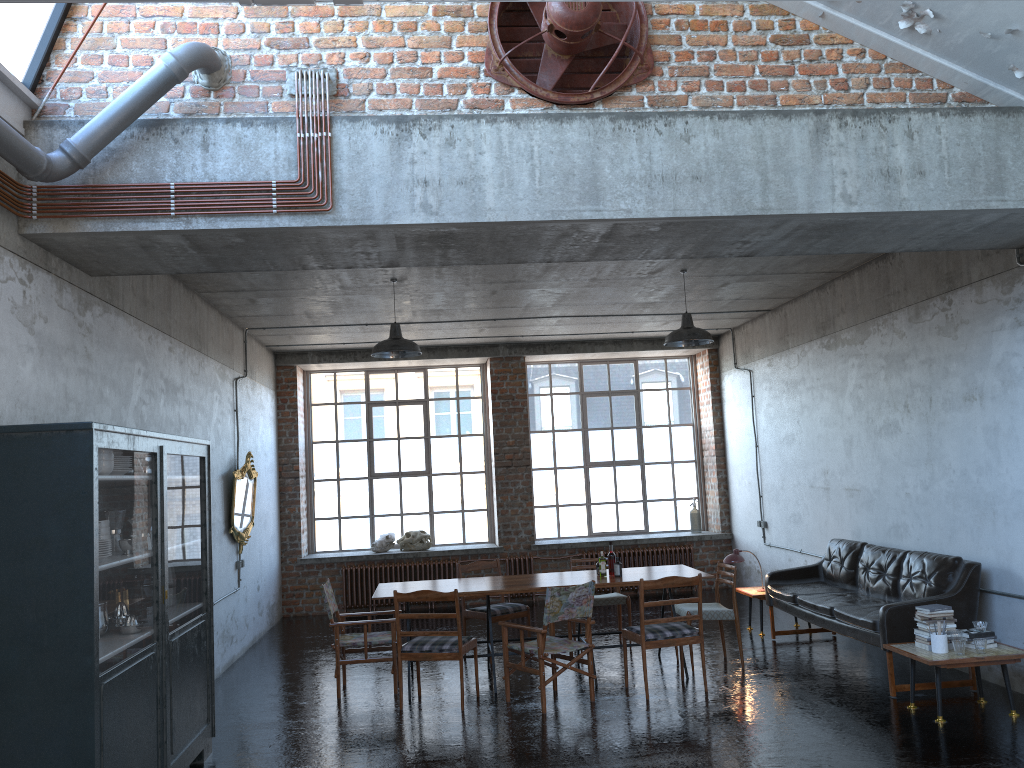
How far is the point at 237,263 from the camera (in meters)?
5.96

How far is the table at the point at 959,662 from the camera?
6.3 meters

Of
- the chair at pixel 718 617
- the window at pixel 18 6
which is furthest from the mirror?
the window at pixel 18 6

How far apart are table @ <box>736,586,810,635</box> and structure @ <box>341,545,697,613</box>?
3.2m

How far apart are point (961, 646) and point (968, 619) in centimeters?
85cm

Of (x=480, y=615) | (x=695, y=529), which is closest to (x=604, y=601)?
(x=480, y=615)

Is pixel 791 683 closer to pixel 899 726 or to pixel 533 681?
pixel 899 726

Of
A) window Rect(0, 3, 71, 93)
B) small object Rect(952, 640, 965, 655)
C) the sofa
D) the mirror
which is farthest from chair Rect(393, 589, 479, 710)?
window Rect(0, 3, 71, 93)

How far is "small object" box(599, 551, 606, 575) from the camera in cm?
850

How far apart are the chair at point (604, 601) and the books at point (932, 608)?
3.42m
